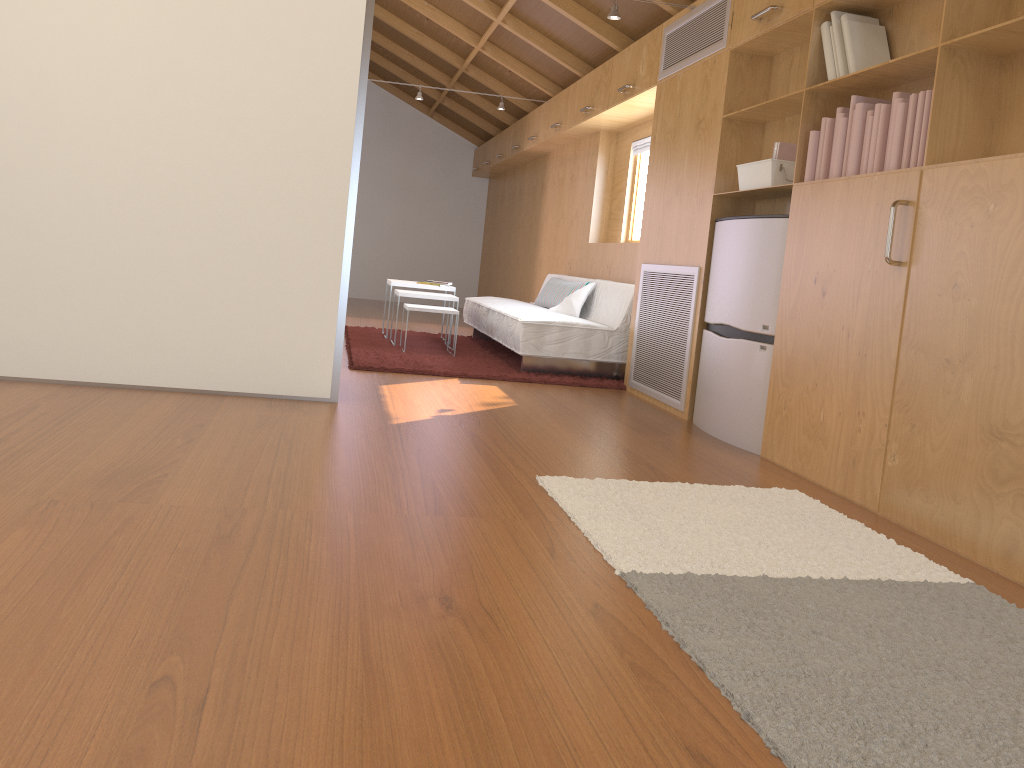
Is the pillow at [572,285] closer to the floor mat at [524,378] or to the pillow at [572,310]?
the pillow at [572,310]

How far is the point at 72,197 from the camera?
3.5 meters

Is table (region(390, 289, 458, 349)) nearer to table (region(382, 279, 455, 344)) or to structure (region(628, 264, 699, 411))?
table (region(382, 279, 455, 344))

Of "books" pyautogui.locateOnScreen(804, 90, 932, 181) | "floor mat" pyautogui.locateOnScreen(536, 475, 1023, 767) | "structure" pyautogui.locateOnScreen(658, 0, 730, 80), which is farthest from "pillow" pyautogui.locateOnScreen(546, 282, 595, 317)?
"floor mat" pyautogui.locateOnScreen(536, 475, 1023, 767)

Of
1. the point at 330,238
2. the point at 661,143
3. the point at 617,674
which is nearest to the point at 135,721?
the point at 617,674

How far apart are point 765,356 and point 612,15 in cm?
202

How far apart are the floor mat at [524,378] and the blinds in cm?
175

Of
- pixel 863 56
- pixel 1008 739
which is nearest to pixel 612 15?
pixel 863 56

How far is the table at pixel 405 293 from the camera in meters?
6.1 m

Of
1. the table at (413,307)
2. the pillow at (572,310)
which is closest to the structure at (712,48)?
the pillow at (572,310)
